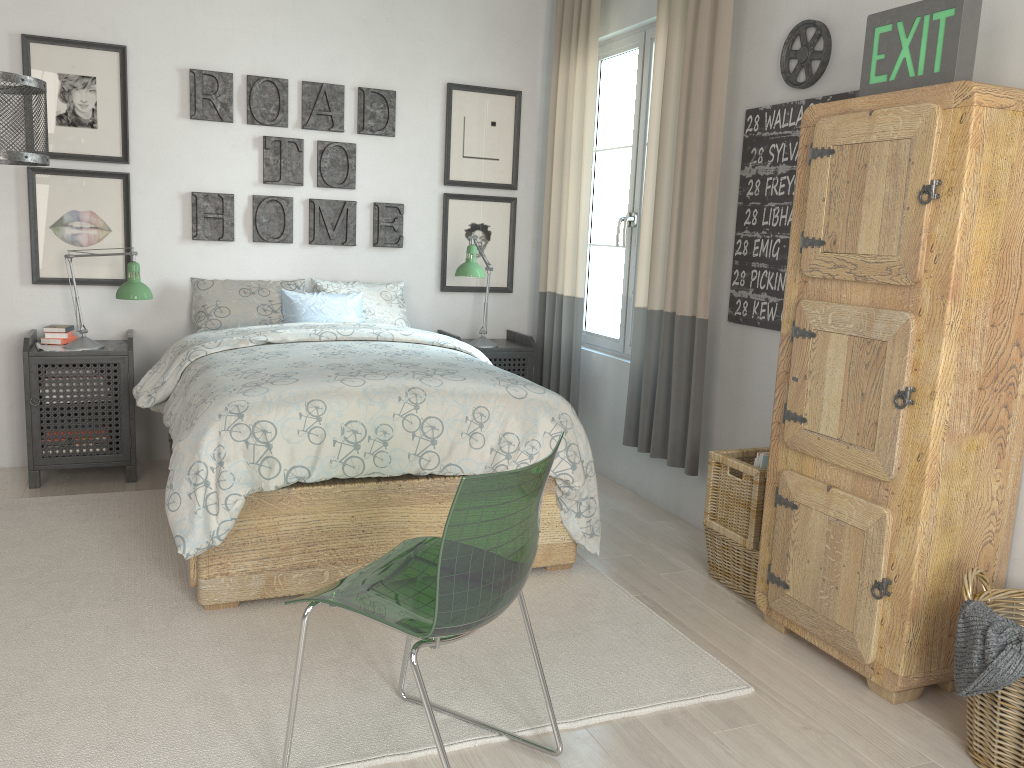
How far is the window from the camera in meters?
4.2

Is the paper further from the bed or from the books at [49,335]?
the books at [49,335]

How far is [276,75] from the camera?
4.26m

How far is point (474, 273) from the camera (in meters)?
4.25

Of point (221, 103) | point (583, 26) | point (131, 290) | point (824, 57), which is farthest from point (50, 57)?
point (824, 57)

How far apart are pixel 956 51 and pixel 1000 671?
1.45m

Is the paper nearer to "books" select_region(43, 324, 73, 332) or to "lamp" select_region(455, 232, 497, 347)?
"lamp" select_region(455, 232, 497, 347)

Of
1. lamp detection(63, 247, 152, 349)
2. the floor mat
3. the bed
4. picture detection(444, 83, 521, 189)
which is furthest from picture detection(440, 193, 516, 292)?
the floor mat

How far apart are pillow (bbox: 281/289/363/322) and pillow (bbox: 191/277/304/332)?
0.04m

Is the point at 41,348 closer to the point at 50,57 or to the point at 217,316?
the point at 217,316
